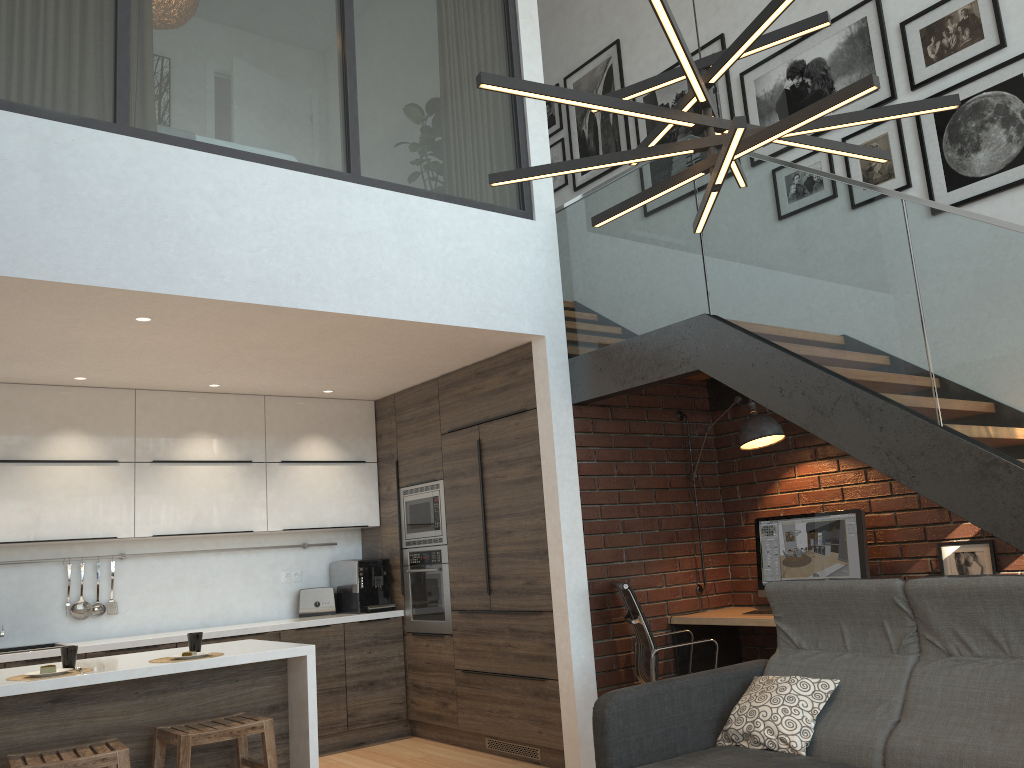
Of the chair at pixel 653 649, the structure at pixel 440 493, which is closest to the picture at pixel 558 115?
the structure at pixel 440 493

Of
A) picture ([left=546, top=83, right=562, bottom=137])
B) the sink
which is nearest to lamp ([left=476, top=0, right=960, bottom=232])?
the sink

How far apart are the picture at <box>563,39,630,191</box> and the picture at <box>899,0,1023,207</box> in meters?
2.2

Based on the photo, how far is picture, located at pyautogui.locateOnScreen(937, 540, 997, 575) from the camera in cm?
437

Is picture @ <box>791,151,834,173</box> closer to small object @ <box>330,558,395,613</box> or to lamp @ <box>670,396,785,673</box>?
lamp @ <box>670,396,785,673</box>

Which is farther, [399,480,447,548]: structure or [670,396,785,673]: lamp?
[399,480,447,548]: structure

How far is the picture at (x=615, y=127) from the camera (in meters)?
6.72

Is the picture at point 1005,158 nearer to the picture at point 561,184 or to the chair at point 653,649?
the chair at point 653,649

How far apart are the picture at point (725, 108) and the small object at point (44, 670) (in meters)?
4.89

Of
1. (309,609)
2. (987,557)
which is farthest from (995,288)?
(309,609)
